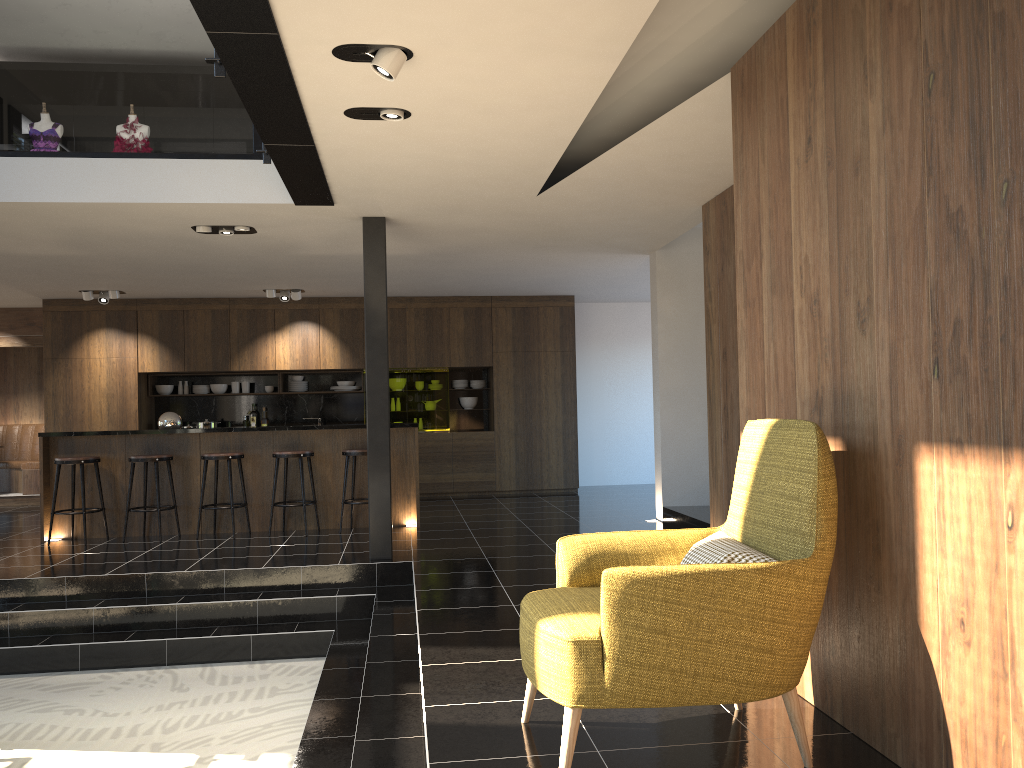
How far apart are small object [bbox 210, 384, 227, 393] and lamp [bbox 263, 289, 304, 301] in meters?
1.8 m

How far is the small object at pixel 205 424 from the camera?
11.63m

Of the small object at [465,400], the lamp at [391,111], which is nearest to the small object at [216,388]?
the small object at [465,400]

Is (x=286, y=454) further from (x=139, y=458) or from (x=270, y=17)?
(x=270, y=17)

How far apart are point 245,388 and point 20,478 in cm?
354

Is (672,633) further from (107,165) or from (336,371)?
(336,371)

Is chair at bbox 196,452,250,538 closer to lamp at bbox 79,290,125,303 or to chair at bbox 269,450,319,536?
chair at bbox 269,450,319,536

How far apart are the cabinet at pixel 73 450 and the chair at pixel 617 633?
5.6m

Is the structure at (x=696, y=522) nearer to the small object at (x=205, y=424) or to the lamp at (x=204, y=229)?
the lamp at (x=204, y=229)

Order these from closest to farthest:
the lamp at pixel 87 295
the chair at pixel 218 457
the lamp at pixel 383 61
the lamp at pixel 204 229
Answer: the lamp at pixel 383 61, the lamp at pixel 204 229, the chair at pixel 218 457, the lamp at pixel 87 295
